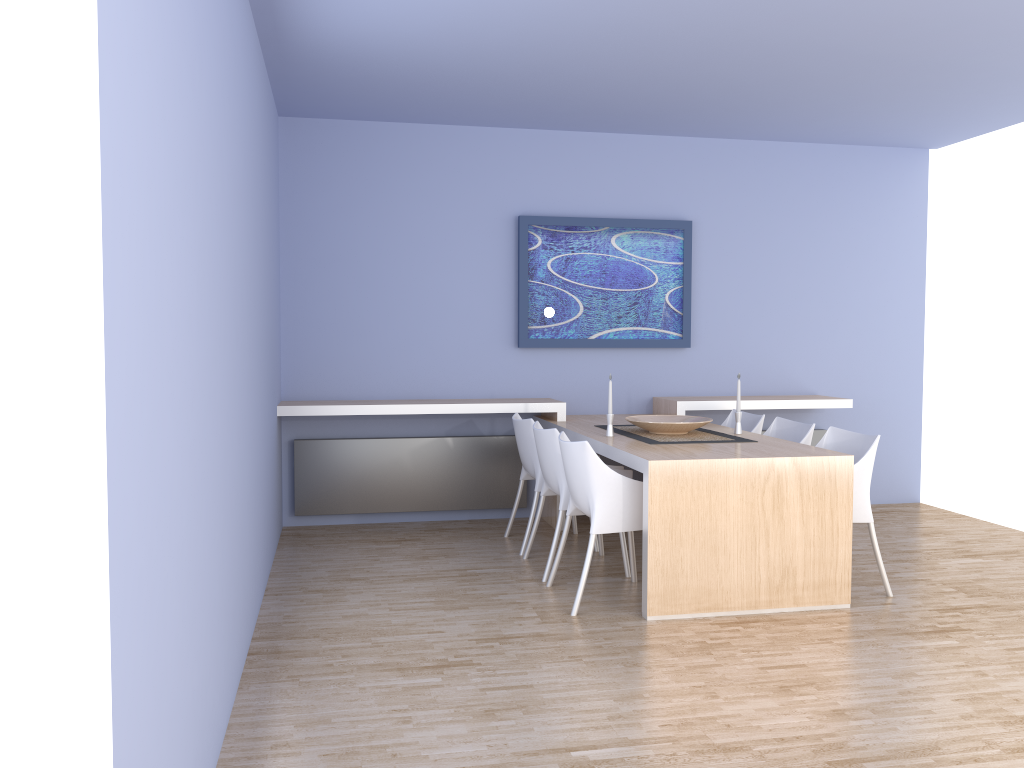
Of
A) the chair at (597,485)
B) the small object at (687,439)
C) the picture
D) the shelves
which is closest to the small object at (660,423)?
the small object at (687,439)

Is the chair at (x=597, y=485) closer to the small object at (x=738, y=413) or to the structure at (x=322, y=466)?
the small object at (x=738, y=413)

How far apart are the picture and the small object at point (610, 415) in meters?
1.4 m

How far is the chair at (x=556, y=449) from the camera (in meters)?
4.62

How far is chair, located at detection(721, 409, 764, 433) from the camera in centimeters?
547cm

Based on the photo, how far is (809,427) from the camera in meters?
5.0

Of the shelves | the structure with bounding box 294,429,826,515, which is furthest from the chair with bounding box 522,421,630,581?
the structure with bounding box 294,429,826,515

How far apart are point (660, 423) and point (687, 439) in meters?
0.2

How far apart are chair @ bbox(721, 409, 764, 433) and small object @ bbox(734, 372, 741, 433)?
0.49m

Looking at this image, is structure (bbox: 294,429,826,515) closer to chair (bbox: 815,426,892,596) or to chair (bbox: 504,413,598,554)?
chair (bbox: 504,413,598,554)
